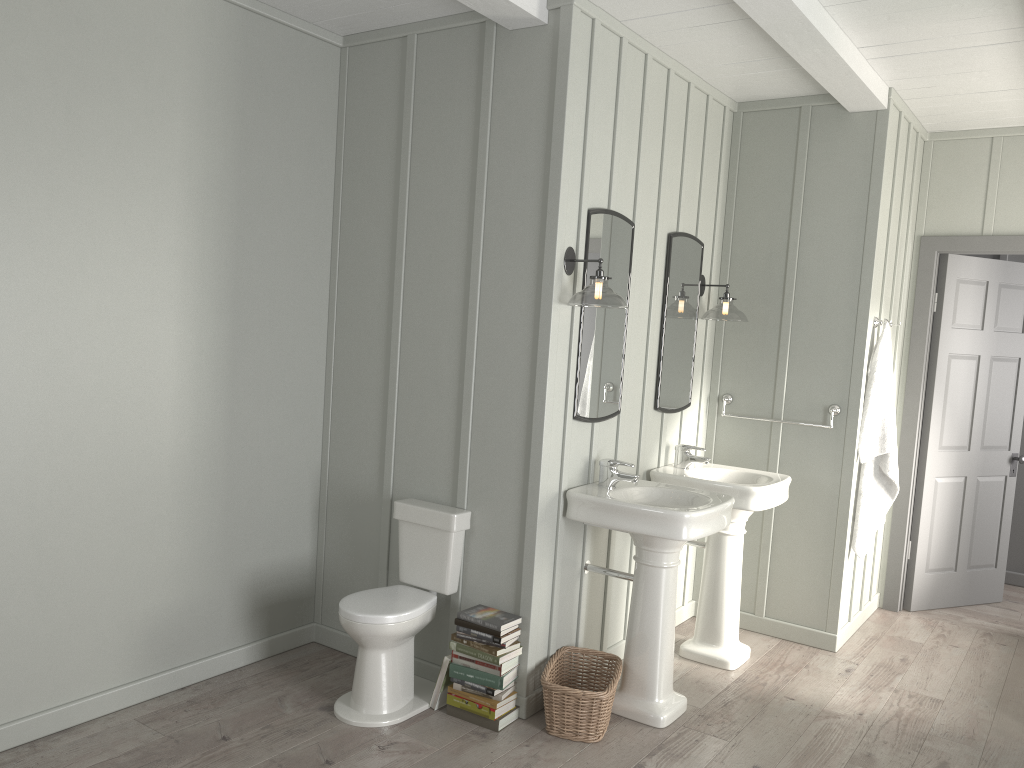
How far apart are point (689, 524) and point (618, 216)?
1.3m

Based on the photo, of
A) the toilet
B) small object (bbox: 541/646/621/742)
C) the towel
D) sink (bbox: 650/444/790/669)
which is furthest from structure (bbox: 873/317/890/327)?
the toilet

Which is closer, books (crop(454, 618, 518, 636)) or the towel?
books (crop(454, 618, 518, 636))

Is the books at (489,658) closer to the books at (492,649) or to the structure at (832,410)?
the books at (492,649)

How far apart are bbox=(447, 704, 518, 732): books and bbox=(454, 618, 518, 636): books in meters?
0.3 m

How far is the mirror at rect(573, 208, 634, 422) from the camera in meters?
3.6

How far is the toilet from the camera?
3.31m

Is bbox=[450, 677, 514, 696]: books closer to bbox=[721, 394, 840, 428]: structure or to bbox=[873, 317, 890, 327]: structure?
bbox=[721, 394, 840, 428]: structure

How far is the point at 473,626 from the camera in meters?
3.4 m

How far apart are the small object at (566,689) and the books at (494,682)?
0.2 meters
